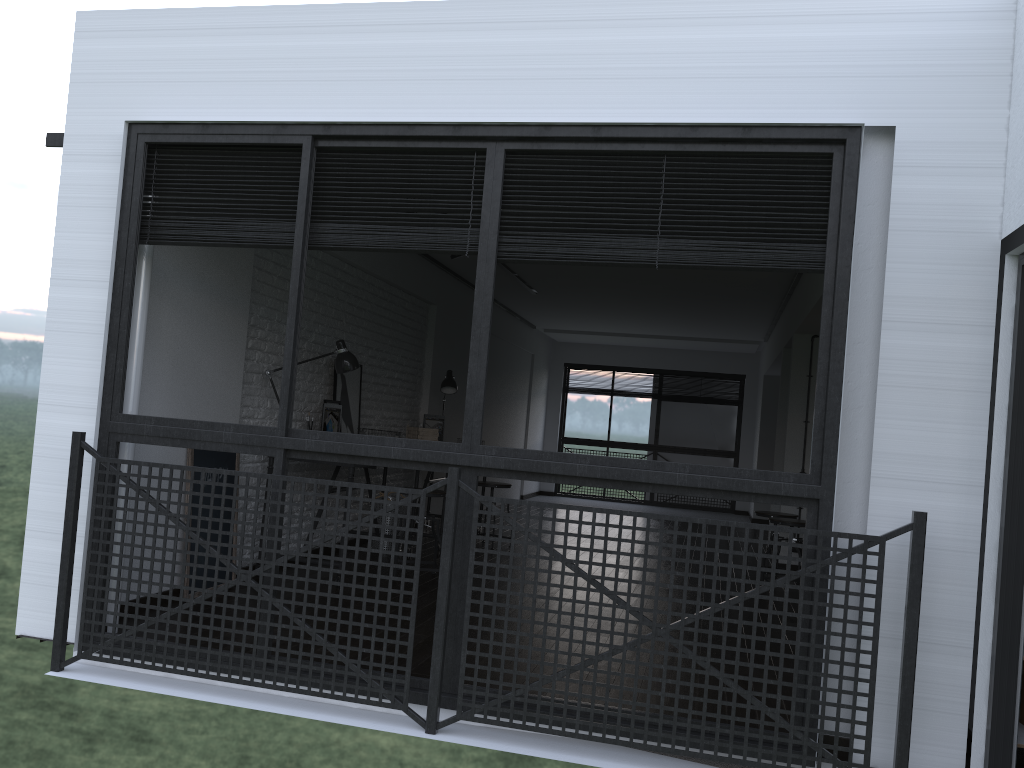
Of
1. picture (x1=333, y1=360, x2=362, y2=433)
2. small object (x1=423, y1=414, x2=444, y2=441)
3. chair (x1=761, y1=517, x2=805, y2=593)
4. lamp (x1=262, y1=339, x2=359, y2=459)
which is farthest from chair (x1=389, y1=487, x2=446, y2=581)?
chair (x1=761, y1=517, x2=805, y2=593)

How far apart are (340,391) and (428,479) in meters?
1.3 m

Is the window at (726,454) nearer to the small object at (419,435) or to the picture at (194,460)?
the small object at (419,435)

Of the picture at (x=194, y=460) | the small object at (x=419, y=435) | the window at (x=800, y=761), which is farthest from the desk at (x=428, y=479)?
the window at (x=800, y=761)

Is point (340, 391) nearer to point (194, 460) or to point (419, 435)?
point (419, 435)

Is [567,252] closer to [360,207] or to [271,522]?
[360,207]

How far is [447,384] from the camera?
7.5 meters

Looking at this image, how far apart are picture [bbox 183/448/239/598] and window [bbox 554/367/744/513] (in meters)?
9.07

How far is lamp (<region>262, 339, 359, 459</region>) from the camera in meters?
5.4 m

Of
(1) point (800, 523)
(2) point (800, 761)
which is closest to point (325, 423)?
(1) point (800, 523)
